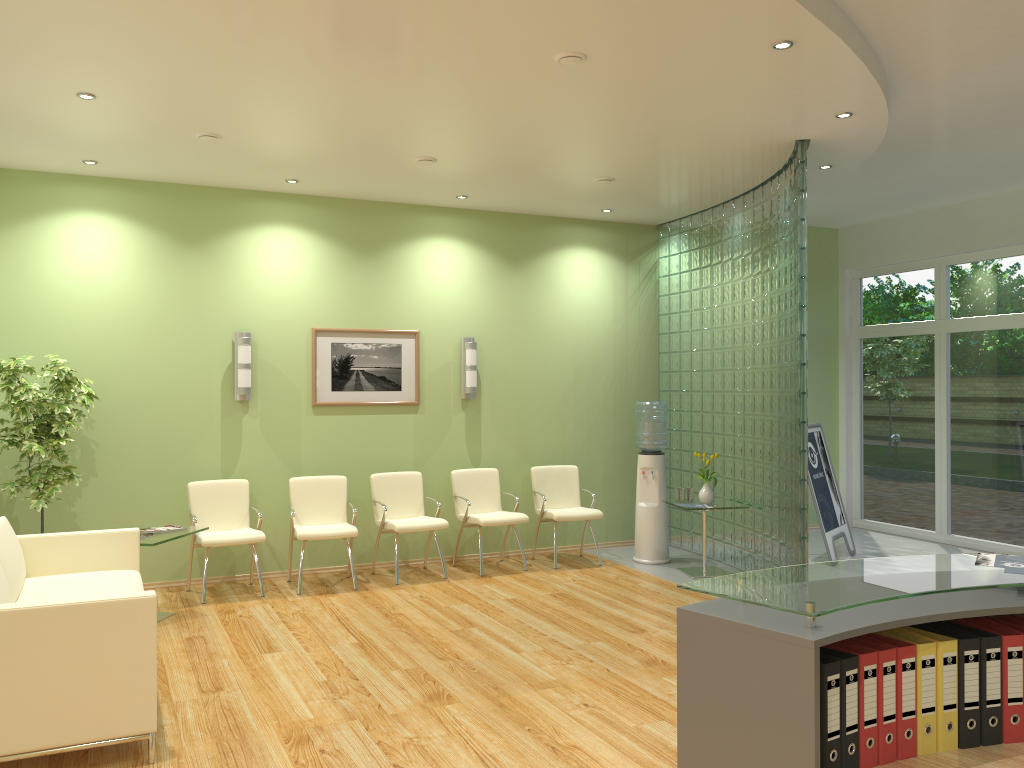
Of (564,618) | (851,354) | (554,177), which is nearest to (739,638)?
(564,618)

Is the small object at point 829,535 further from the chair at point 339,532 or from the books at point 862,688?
the books at point 862,688

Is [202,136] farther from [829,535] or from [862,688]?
[829,535]

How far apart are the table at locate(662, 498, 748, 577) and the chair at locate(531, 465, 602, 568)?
0.92m

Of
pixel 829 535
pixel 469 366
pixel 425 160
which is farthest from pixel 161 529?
pixel 829 535

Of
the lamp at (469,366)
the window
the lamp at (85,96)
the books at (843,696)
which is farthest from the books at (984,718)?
the window

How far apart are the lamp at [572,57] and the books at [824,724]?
3.4m

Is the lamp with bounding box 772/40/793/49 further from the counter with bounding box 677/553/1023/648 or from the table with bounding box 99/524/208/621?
the table with bounding box 99/524/208/621

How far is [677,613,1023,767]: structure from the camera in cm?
202

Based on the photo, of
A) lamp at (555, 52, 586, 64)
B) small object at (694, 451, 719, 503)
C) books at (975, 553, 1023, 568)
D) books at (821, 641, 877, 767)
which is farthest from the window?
books at (821, 641, 877, 767)
